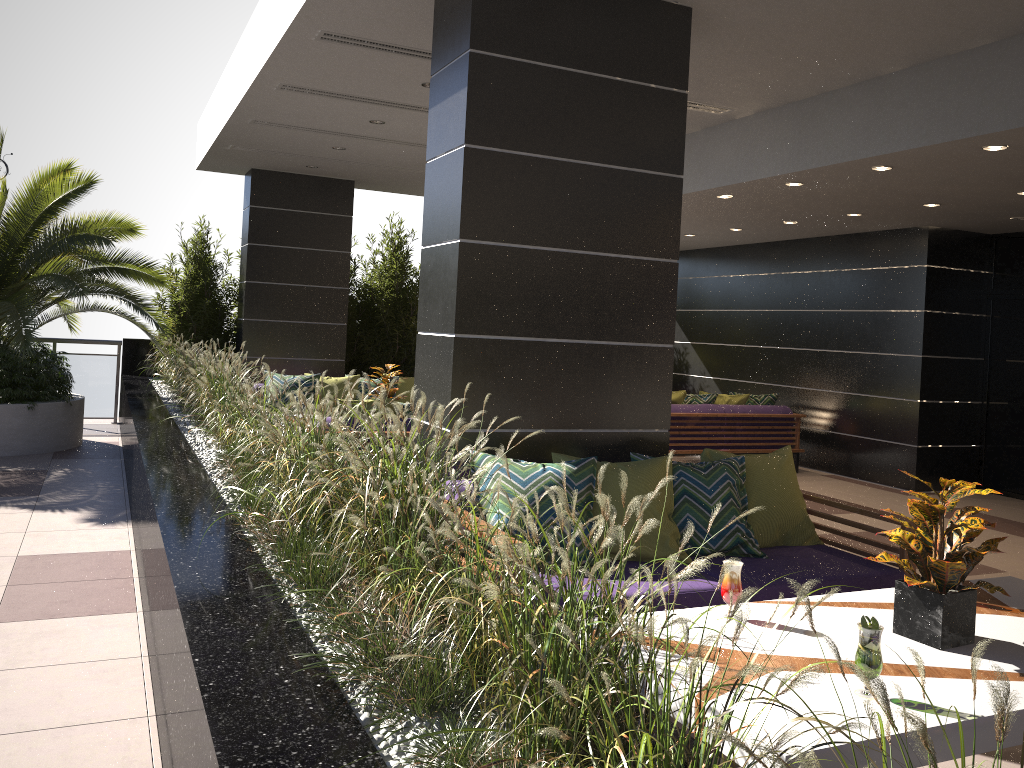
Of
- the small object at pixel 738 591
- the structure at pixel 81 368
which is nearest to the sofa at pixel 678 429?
the small object at pixel 738 591

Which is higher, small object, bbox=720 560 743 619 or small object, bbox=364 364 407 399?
small object, bbox=364 364 407 399

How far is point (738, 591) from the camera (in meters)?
2.92

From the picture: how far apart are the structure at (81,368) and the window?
10.27m

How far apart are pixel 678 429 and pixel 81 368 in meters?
7.4

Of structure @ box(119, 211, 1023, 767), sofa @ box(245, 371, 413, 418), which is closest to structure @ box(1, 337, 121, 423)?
structure @ box(119, 211, 1023, 767)

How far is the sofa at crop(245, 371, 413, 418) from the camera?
9.2 meters

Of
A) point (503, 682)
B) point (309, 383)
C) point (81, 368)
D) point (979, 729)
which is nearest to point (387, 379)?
point (309, 383)

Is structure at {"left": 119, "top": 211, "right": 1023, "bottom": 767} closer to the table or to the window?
the table

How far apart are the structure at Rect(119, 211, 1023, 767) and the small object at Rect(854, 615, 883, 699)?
0.7m
